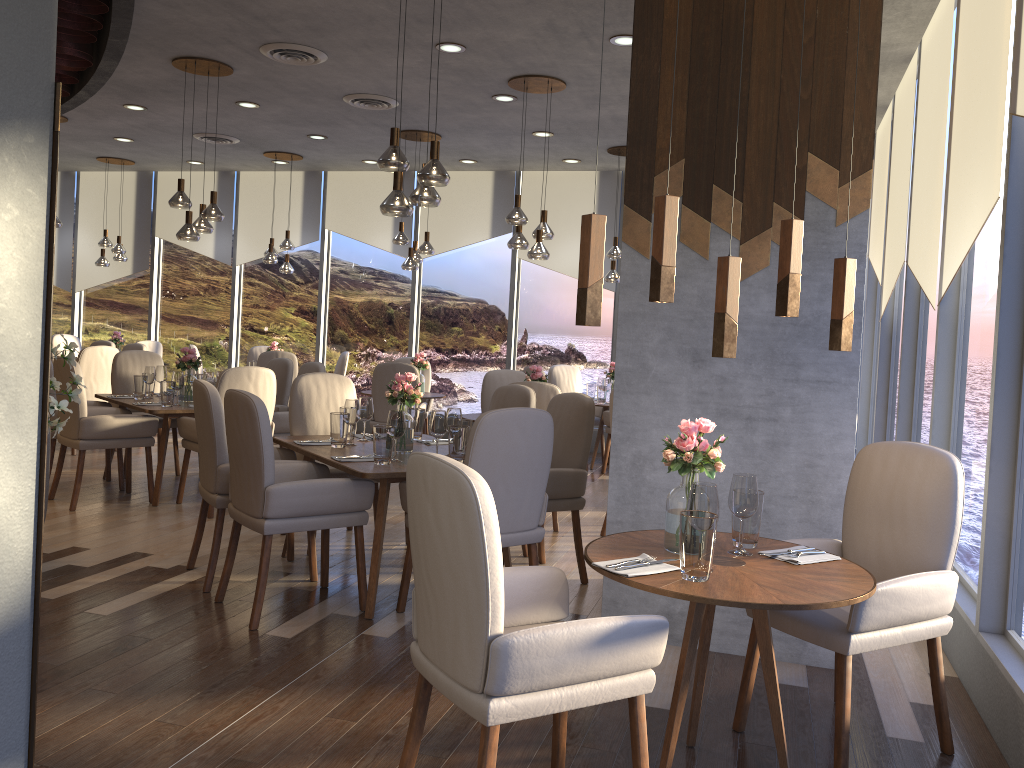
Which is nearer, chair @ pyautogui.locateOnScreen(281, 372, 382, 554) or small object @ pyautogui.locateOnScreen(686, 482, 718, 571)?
small object @ pyautogui.locateOnScreen(686, 482, 718, 571)

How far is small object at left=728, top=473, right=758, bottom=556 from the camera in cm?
270

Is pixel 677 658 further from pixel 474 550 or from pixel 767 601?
pixel 474 550

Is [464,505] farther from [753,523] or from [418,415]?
[418,415]

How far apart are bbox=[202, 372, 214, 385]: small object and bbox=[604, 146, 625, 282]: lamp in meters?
4.0 m

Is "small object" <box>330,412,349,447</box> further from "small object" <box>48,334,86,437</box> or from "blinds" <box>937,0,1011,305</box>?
"blinds" <box>937,0,1011,305</box>

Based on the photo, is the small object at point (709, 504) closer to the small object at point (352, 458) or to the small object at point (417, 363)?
the small object at point (352, 458)

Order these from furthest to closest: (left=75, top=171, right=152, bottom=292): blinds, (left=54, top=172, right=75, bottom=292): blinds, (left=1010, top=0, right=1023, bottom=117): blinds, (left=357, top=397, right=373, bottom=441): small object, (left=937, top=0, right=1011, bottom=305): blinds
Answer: (left=54, top=172, right=75, bottom=292): blinds, (left=75, top=171, right=152, bottom=292): blinds, (left=357, top=397, right=373, bottom=441): small object, (left=937, top=0, right=1011, bottom=305): blinds, (left=1010, top=0, right=1023, bottom=117): blinds

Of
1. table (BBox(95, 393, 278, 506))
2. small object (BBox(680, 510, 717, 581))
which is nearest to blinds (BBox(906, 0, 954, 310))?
small object (BBox(680, 510, 717, 581))

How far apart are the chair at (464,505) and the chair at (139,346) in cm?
778
